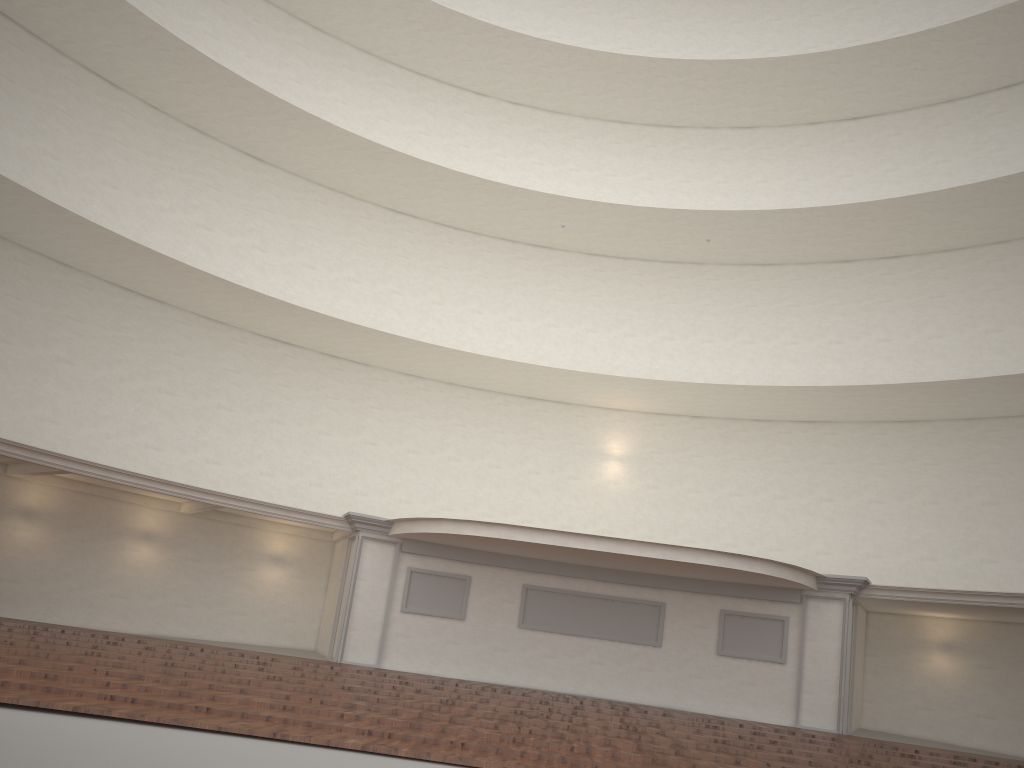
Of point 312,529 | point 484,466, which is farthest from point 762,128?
point 312,529

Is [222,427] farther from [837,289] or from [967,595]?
[967,595]

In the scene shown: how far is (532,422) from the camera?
22.6 meters
